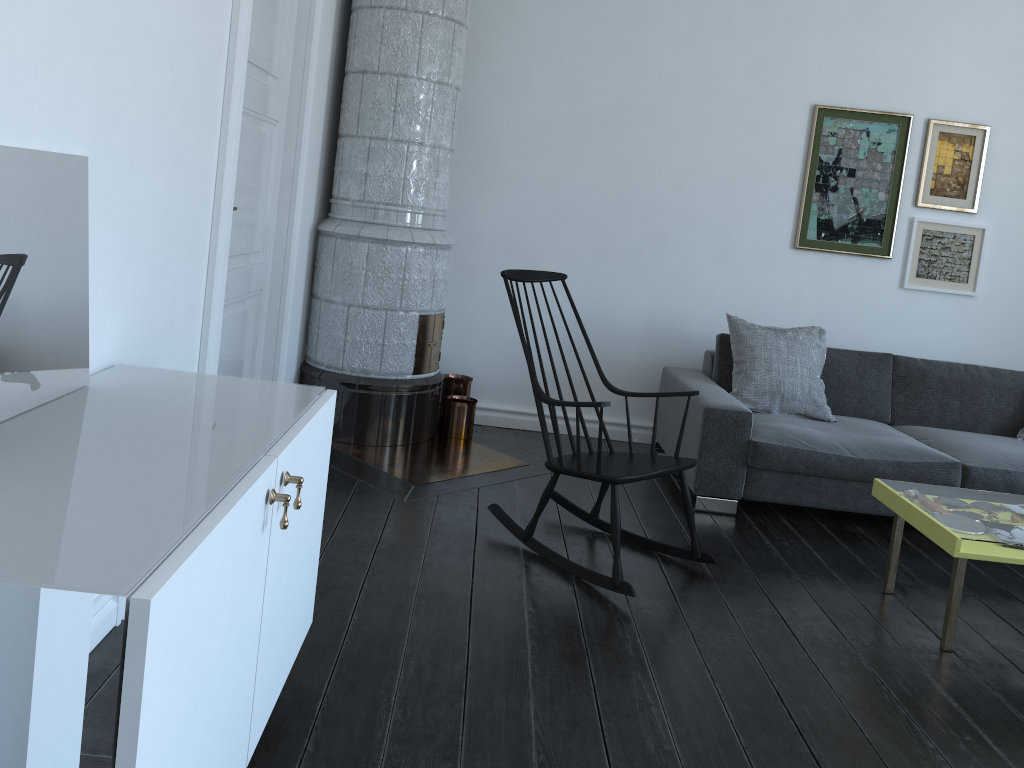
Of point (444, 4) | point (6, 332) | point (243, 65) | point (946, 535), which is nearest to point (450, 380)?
point (444, 4)

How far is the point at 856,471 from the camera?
4.0m

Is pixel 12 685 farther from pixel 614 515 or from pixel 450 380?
pixel 450 380

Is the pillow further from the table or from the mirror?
the mirror

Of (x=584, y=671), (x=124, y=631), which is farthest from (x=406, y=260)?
(x=124, y=631)

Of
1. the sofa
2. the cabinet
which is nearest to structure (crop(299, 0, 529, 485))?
the cabinet

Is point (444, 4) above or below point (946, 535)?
above

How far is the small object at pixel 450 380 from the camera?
4.86m

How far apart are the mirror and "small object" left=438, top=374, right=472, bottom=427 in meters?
3.0

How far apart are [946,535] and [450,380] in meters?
2.7
